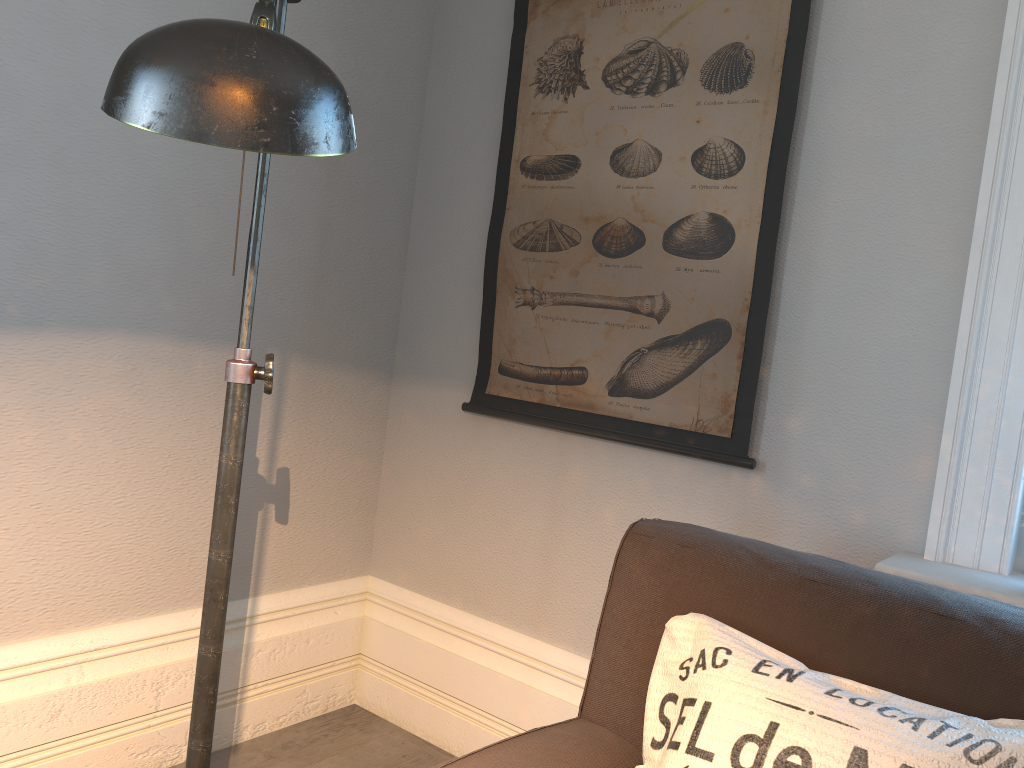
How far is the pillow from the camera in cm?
94

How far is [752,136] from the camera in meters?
1.8

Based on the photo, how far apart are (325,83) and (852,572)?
0.99m

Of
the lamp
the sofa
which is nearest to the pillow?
the sofa

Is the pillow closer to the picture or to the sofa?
the sofa

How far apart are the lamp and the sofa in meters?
0.3

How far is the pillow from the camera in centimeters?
94cm

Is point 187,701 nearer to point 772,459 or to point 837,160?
point 772,459

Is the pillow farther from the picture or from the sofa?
the picture

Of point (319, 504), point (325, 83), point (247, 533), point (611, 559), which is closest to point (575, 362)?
point (611, 559)
